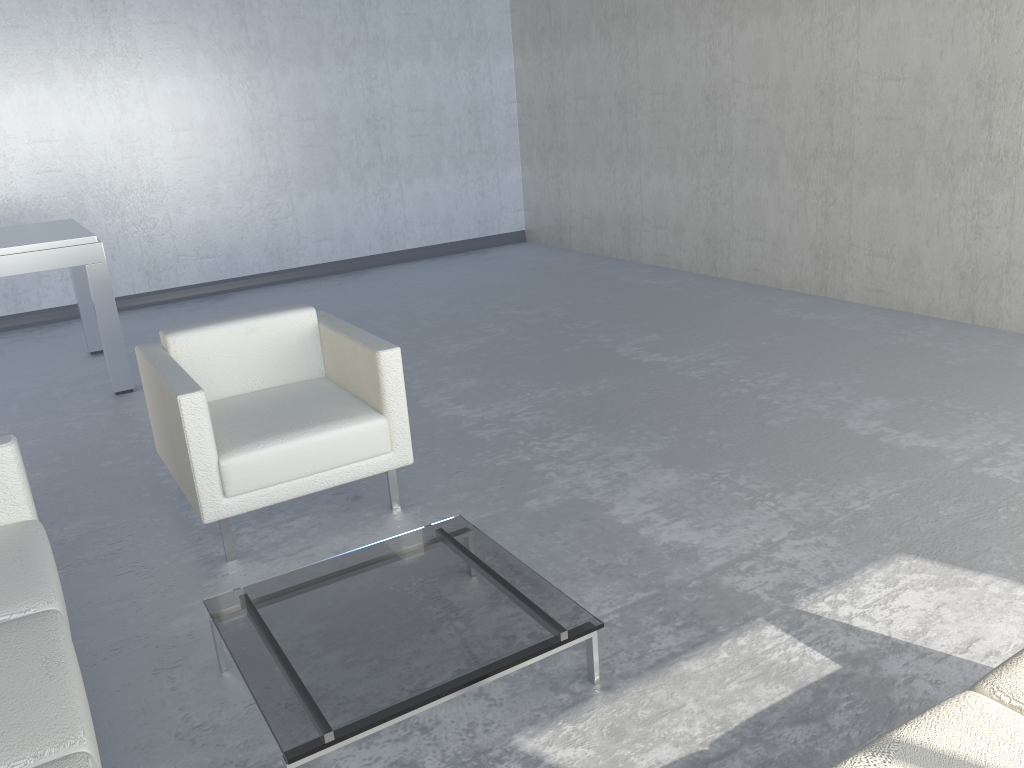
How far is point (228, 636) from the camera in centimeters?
216cm

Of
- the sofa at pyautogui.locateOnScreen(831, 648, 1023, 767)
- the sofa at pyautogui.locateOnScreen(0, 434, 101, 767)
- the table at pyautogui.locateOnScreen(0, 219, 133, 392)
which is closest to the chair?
the sofa at pyautogui.locateOnScreen(0, 434, 101, 767)

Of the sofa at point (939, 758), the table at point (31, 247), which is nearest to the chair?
the table at point (31, 247)

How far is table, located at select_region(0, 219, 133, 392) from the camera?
4.4m

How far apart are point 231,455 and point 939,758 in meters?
2.2 m

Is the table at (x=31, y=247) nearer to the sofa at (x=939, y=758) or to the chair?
the chair

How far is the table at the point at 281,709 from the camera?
1.9 meters

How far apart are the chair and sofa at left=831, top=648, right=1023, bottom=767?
2.0 meters

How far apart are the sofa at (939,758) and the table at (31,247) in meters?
4.3 m

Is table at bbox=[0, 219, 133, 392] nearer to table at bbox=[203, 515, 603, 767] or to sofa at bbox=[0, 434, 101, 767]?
sofa at bbox=[0, 434, 101, 767]
